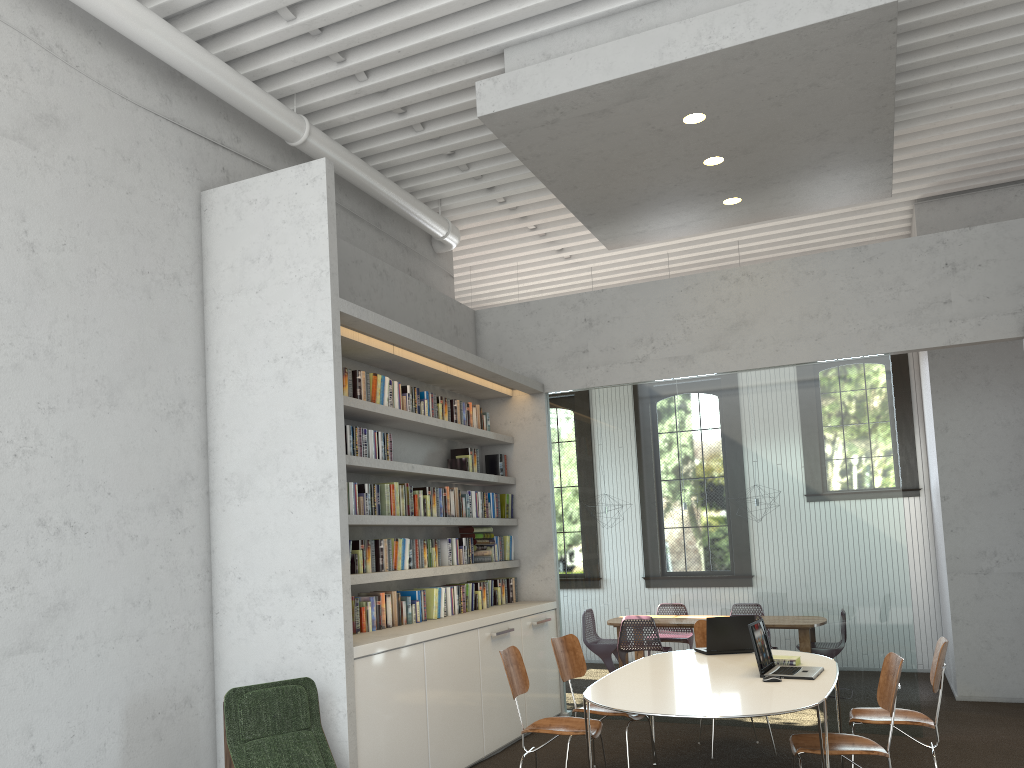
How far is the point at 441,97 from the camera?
6.3 meters
